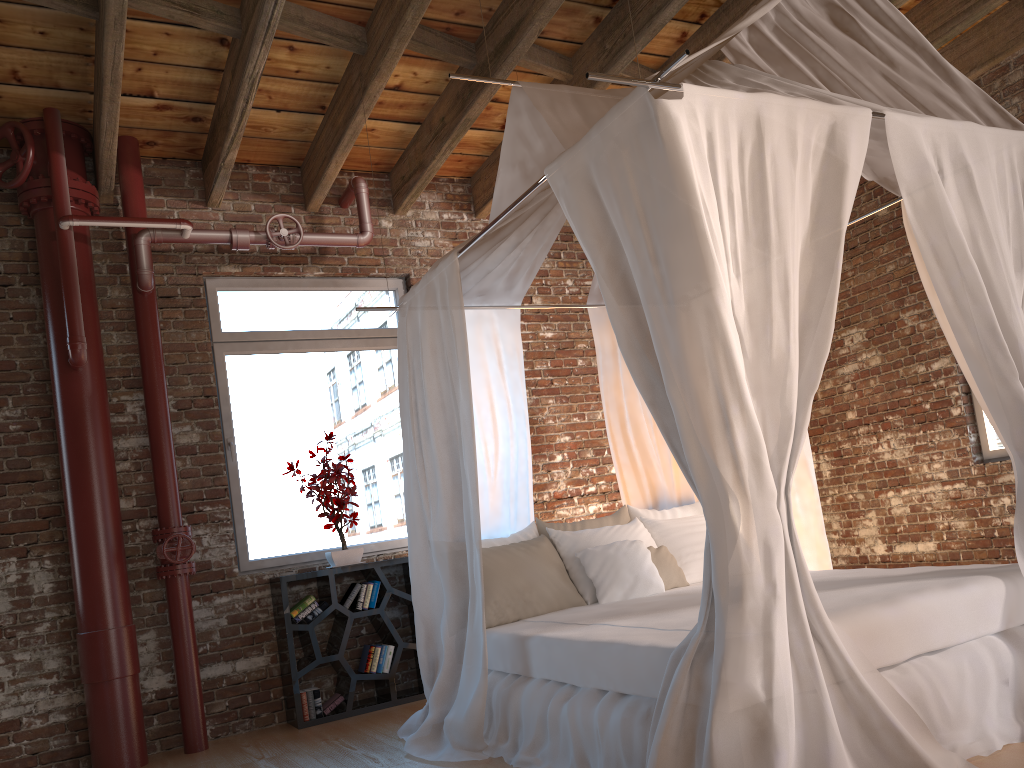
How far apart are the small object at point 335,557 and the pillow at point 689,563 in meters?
1.7

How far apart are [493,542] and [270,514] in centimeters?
166cm

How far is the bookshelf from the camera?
4.87m

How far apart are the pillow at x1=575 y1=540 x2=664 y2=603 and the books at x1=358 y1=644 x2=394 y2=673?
1.5m

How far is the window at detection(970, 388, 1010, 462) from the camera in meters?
5.4

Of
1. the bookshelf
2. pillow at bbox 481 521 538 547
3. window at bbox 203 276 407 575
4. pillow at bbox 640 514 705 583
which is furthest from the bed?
window at bbox 203 276 407 575

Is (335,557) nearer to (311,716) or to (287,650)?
(287,650)

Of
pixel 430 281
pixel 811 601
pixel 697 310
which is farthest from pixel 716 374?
pixel 430 281

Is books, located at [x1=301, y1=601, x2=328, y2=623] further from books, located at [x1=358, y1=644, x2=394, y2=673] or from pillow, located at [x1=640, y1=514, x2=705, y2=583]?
pillow, located at [x1=640, y1=514, x2=705, y2=583]

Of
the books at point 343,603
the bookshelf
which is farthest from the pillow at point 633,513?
the books at point 343,603
